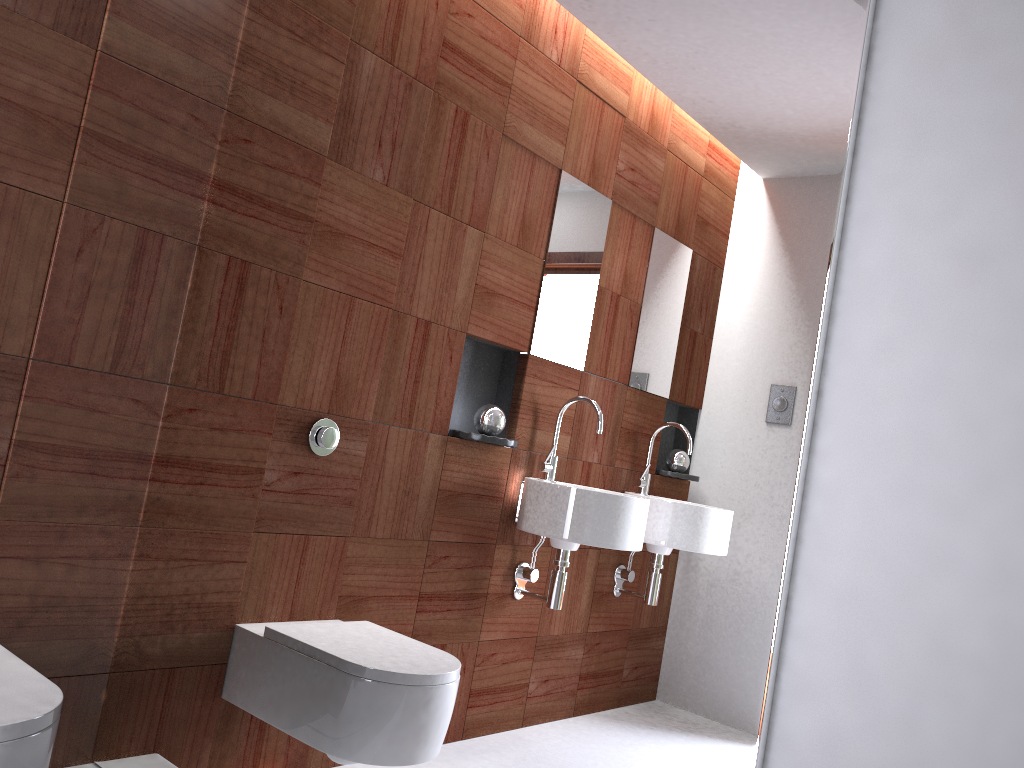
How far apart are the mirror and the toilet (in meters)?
0.31

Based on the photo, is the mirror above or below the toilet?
above

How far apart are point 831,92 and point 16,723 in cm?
140

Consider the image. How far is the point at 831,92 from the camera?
1.1m

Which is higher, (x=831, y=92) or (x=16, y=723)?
(x=831, y=92)

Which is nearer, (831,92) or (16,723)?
(831,92)

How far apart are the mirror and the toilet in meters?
0.3 m

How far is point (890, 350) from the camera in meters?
1.0

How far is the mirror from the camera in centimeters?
111cm

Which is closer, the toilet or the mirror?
the mirror
